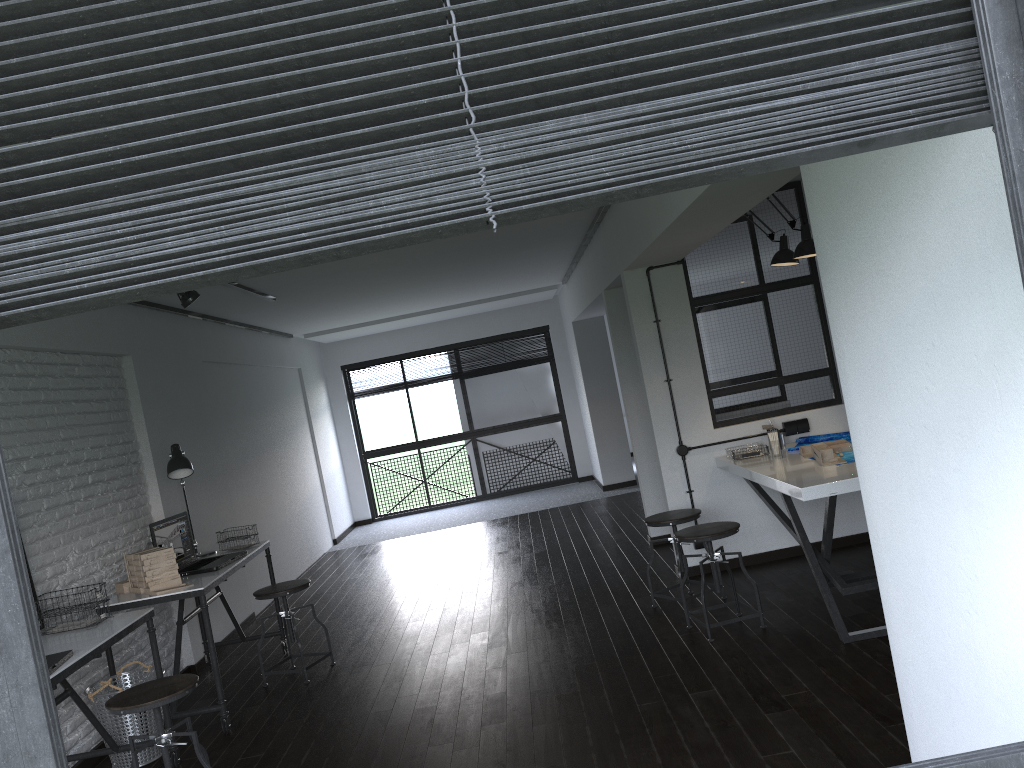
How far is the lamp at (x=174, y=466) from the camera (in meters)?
5.10

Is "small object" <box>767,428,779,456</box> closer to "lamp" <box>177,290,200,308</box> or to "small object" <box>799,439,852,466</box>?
"small object" <box>799,439,852,466</box>

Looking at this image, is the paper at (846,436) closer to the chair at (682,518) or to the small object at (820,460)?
the small object at (820,460)

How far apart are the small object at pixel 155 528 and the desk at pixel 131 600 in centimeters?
3cm

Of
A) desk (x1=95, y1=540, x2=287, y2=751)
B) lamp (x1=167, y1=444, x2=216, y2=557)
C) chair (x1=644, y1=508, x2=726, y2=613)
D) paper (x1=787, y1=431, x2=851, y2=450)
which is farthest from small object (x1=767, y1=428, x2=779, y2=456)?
lamp (x1=167, y1=444, x2=216, y2=557)

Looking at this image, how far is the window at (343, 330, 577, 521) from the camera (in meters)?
11.32

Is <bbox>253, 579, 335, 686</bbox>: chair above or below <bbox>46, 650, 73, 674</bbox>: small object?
below

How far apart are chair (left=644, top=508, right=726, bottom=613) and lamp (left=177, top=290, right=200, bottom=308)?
2.8 meters

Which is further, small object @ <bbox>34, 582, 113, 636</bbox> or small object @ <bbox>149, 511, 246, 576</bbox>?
small object @ <bbox>149, 511, 246, 576</bbox>

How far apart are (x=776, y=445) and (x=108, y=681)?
3.6 meters
